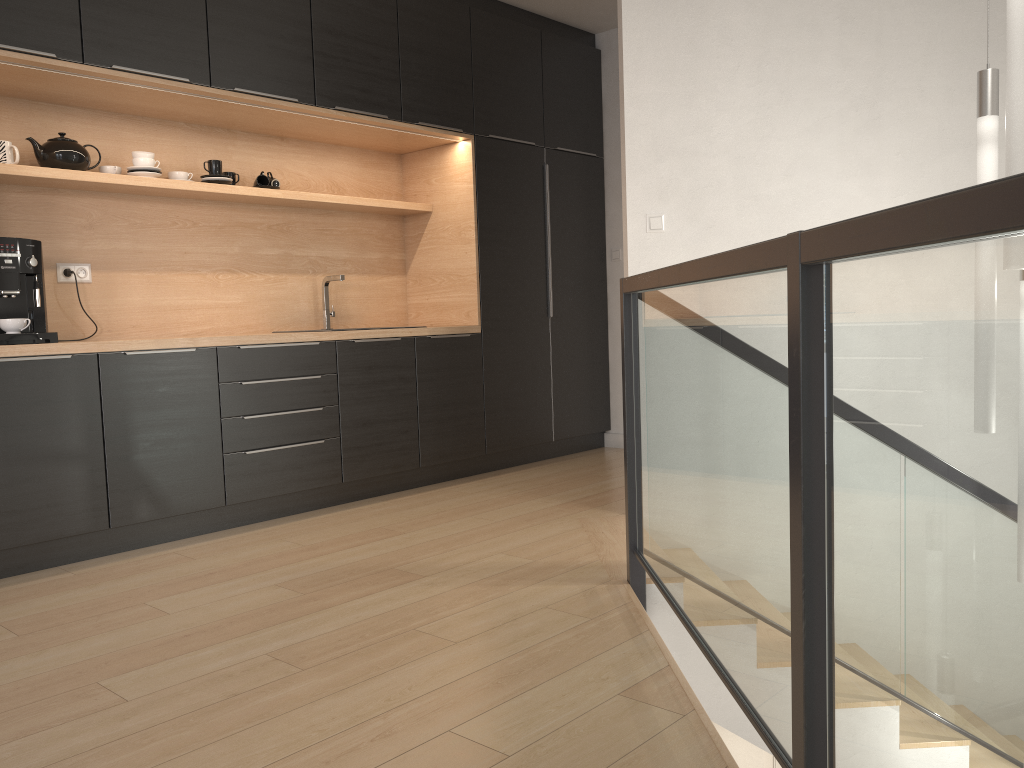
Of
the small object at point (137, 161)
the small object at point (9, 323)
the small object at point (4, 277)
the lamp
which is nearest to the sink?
the small object at point (137, 161)

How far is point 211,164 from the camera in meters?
4.2

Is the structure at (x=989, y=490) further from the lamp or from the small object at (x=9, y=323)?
the small object at (x=9, y=323)

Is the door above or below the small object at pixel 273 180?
below

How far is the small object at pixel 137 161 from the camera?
3.9m

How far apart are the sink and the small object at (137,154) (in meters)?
1.11

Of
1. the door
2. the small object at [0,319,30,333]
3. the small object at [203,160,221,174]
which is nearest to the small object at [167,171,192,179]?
the small object at [203,160,221,174]

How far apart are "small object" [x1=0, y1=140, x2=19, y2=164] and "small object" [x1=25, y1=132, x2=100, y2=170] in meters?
0.1

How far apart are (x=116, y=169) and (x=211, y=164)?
0.45m

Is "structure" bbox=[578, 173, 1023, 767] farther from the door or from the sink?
the door
